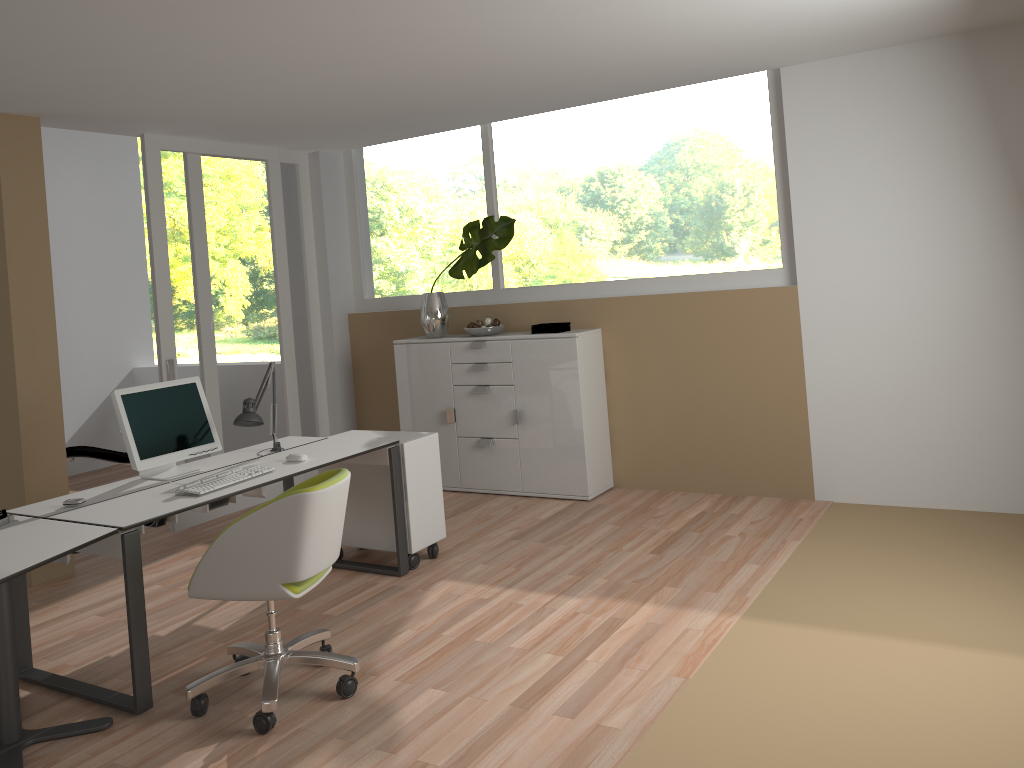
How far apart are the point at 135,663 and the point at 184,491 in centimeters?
72cm

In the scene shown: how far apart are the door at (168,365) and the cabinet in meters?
0.9

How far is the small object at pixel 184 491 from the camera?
3.7m

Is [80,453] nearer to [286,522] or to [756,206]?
[286,522]

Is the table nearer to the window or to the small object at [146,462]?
the small object at [146,462]

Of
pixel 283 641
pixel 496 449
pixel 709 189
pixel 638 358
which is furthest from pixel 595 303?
pixel 283 641

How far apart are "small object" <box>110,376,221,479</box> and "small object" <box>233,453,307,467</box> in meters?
0.4 m

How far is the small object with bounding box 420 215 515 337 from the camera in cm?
606

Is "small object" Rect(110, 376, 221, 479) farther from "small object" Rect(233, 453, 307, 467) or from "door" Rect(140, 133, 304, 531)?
A: "door" Rect(140, 133, 304, 531)

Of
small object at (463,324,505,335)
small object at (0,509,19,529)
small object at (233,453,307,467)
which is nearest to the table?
small object at (0,509,19,529)
